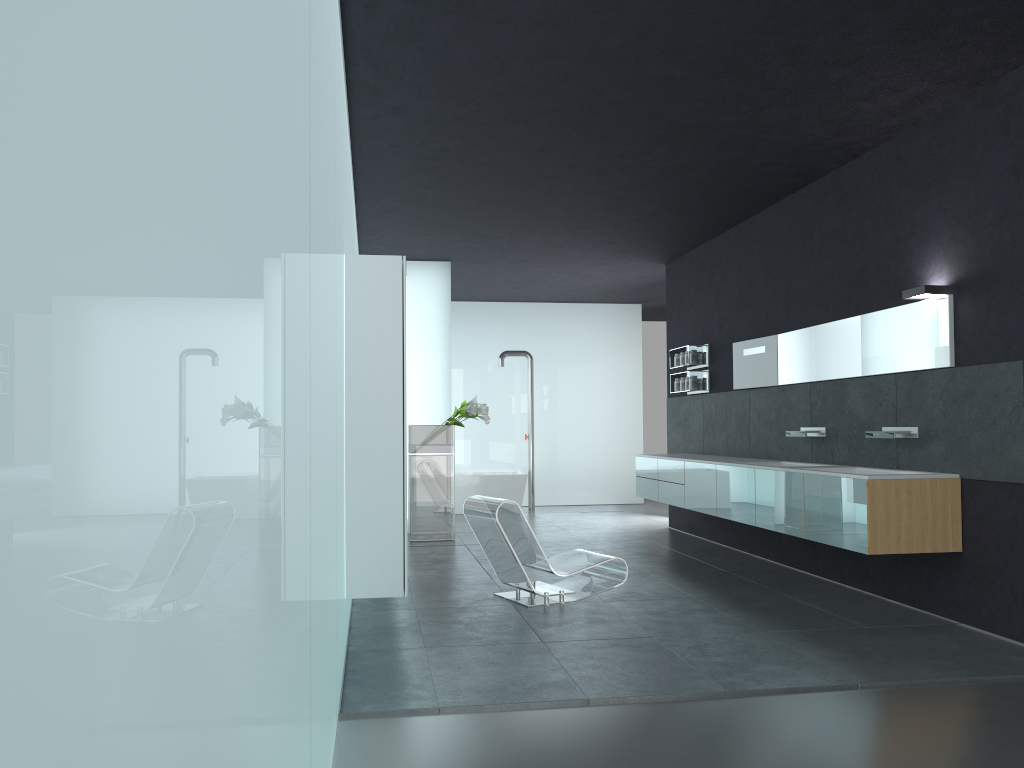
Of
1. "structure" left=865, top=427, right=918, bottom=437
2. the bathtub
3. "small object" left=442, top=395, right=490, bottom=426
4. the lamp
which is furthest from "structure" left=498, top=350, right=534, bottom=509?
the lamp

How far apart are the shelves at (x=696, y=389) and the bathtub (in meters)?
4.68

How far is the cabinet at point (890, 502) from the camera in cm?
629

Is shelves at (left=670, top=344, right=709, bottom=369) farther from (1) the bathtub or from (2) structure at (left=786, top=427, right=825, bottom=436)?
(1) the bathtub

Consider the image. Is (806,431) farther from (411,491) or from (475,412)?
(411,491)

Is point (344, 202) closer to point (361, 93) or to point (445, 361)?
point (361, 93)

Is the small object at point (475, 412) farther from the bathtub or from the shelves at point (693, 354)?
the bathtub

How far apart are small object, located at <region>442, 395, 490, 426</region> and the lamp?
5.8 meters

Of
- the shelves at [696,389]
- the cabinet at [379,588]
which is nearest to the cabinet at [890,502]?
the shelves at [696,389]

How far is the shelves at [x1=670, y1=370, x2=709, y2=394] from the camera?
11.2m
